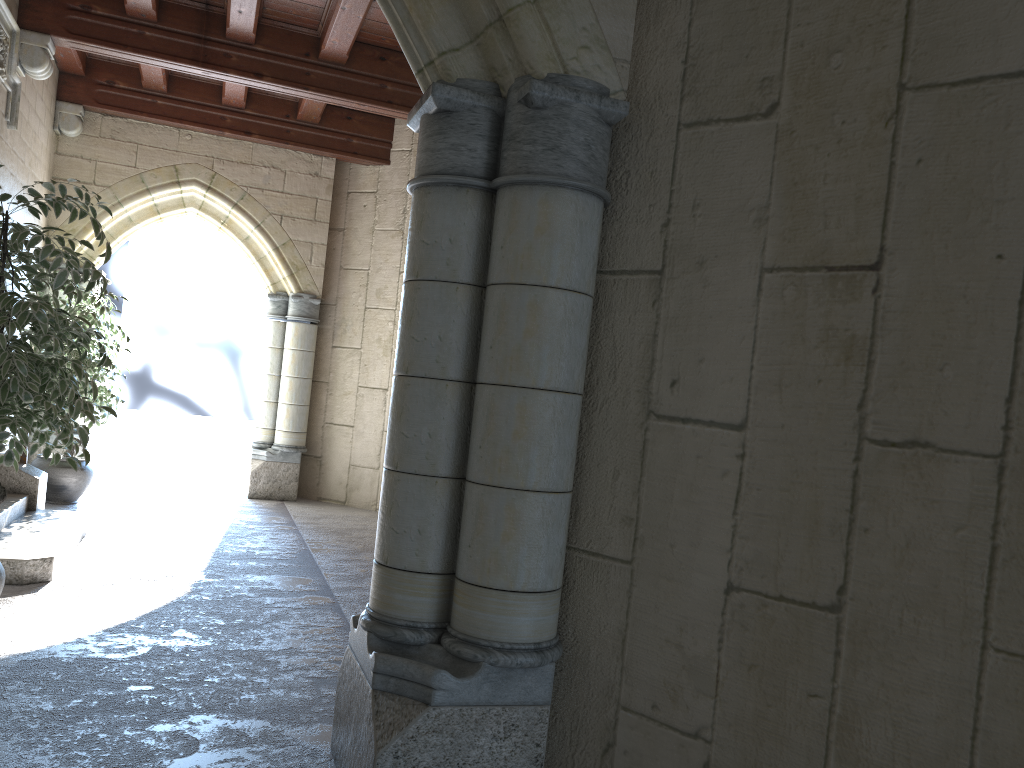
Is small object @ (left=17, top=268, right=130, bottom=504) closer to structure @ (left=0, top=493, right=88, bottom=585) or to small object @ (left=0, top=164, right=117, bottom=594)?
structure @ (left=0, top=493, right=88, bottom=585)

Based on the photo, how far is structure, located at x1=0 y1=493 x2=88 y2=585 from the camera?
3.85m

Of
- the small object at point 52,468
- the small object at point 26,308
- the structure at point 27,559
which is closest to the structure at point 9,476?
the structure at point 27,559

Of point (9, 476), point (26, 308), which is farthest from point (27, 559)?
point (26, 308)

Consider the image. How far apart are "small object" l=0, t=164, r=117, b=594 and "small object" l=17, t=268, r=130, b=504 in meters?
2.6

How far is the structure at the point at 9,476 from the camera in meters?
5.0 m

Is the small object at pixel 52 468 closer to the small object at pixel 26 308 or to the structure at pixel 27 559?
the structure at pixel 27 559

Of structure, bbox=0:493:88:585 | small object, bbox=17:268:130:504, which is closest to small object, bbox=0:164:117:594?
structure, bbox=0:493:88:585

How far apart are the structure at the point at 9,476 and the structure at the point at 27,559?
0.1 meters

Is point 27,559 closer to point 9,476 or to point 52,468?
point 9,476
